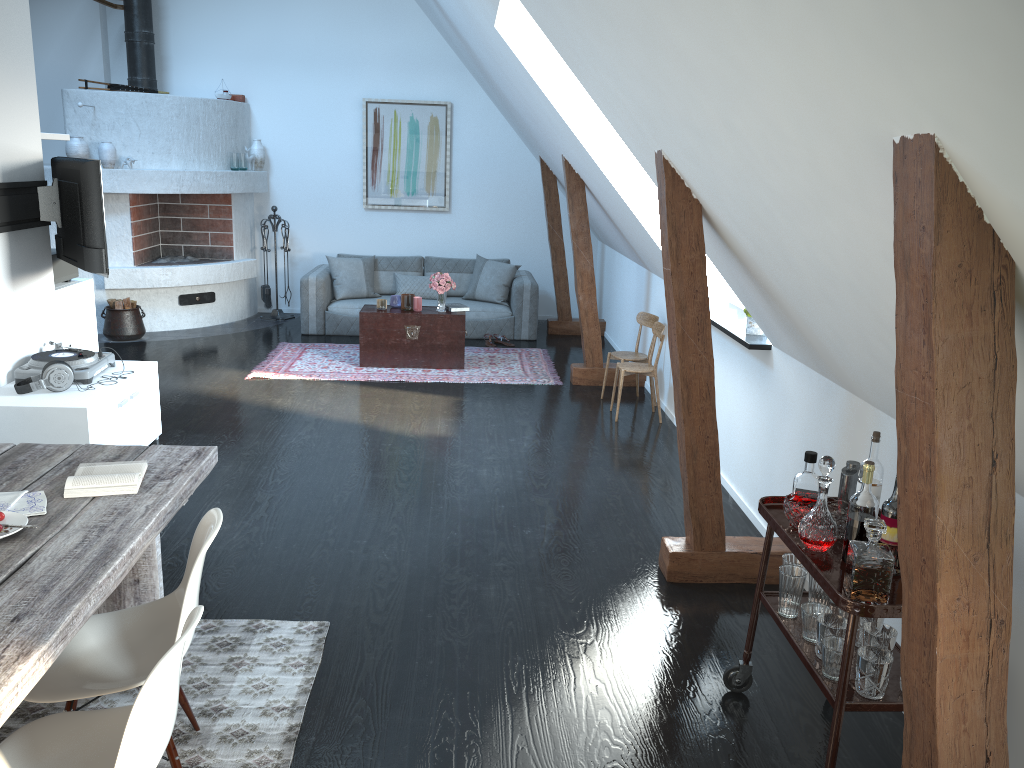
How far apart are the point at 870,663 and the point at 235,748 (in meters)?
1.89

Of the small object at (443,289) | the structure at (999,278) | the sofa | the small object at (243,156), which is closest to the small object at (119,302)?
the sofa

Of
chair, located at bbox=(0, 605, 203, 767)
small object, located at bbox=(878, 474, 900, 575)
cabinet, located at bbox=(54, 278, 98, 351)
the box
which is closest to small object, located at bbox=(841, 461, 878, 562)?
small object, located at bbox=(878, 474, 900, 575)

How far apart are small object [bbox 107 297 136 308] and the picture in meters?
2.8 m

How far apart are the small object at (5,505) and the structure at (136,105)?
6.60m

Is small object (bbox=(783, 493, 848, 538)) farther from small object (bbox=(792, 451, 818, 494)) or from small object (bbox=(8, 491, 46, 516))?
small object (bbox=(8, 491, 46, 516))

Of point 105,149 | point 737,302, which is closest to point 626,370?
point 737,302

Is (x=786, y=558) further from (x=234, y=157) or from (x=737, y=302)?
(x=234, y=157)

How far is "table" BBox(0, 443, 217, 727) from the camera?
1.9m

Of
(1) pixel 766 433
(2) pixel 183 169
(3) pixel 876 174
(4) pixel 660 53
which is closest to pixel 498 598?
(1) pixel 766 433
